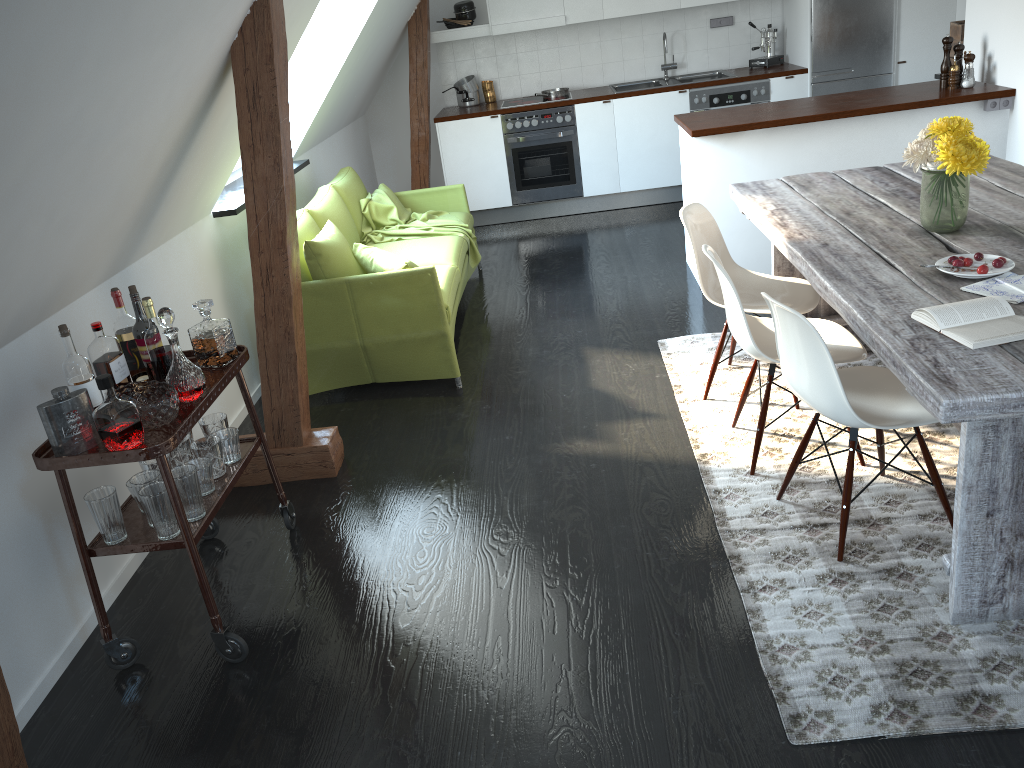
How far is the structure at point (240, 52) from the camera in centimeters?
299cm

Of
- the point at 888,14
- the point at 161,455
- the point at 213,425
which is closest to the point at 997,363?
the point at 161,455

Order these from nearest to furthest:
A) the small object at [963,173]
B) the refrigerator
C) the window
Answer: the small object at [963,173] < the window < the refrigerator

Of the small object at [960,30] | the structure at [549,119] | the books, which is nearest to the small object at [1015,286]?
the books

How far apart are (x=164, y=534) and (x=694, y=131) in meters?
3.5

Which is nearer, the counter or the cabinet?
the counter

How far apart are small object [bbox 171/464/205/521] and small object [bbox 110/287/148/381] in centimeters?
43cm

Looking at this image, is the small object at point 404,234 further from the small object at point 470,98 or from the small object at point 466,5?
the small object at point 466,5

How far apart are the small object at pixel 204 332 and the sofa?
1.2 meters

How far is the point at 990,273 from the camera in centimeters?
249cm
